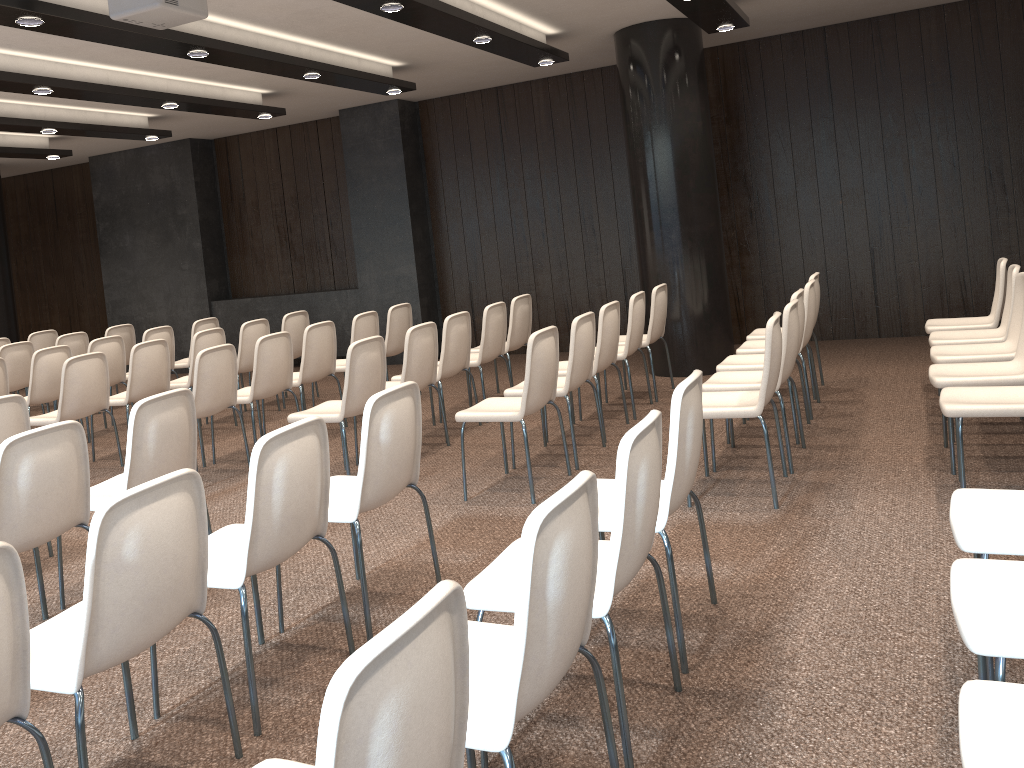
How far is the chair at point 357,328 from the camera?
7.4m

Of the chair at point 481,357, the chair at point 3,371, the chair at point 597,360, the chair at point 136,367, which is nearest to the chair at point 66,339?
the chair at point 3,371

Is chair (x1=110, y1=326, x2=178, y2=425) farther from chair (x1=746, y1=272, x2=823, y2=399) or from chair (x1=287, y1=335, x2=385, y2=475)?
chair (x1=746, y1=272, x2=823, y2=399)

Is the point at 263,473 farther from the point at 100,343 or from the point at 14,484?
the point at 100,343

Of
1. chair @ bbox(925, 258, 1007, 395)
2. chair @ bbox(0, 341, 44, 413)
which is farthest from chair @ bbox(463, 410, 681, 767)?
chair @ bbox(0, 341, 44, 413)

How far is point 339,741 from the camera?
1.2m

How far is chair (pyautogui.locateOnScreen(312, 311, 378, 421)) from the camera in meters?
7.4 m

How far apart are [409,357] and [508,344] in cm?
174

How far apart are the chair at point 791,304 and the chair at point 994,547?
1.9 meters

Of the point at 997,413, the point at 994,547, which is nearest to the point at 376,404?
the point at 994,547
